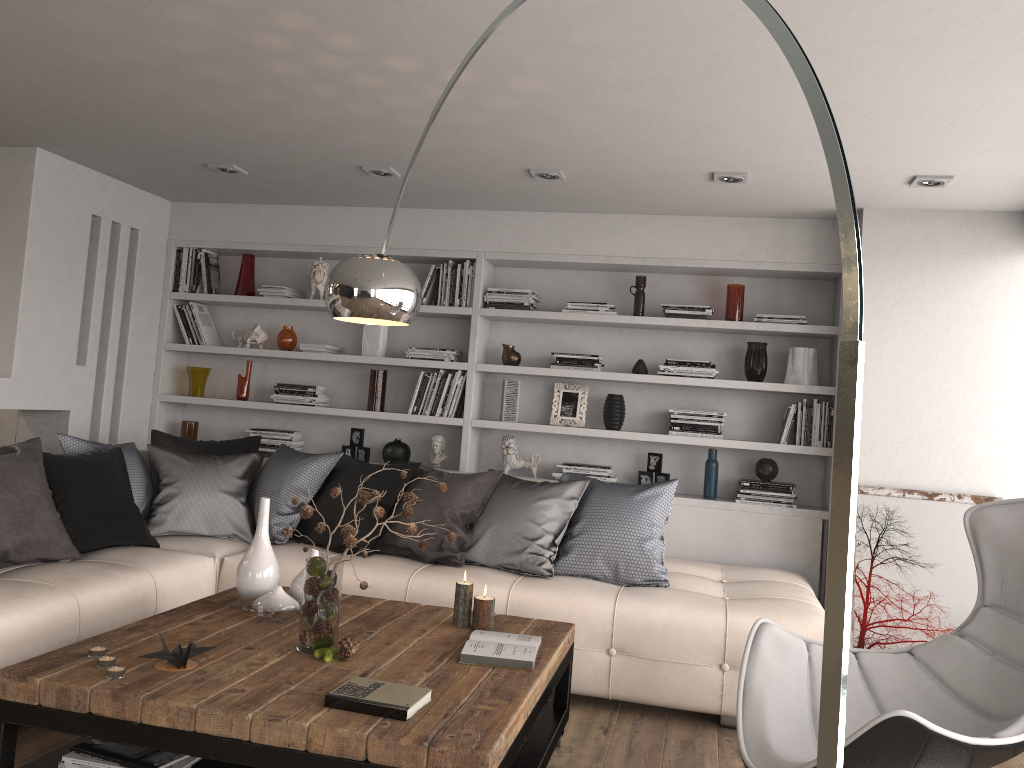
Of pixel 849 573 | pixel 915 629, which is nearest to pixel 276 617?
pixel 849 573

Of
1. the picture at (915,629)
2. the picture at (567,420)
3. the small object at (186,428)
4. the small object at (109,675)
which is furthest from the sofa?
the small object at (186,428)

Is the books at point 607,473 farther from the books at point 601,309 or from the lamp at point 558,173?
the lamp at point 558,173

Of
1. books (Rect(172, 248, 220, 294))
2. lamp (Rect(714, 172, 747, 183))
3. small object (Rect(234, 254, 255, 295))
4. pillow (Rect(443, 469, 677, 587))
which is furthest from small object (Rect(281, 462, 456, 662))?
books (Rect(172, 248, 220, 294))

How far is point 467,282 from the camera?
5.5m

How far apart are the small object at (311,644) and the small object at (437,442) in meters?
2.6

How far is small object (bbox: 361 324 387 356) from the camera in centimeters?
563cm

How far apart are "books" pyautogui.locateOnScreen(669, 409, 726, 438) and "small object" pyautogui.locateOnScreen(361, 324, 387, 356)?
1.9m

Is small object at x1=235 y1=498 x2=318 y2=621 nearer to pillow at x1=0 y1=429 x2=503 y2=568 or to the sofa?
the sofa

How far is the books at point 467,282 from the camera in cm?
545
